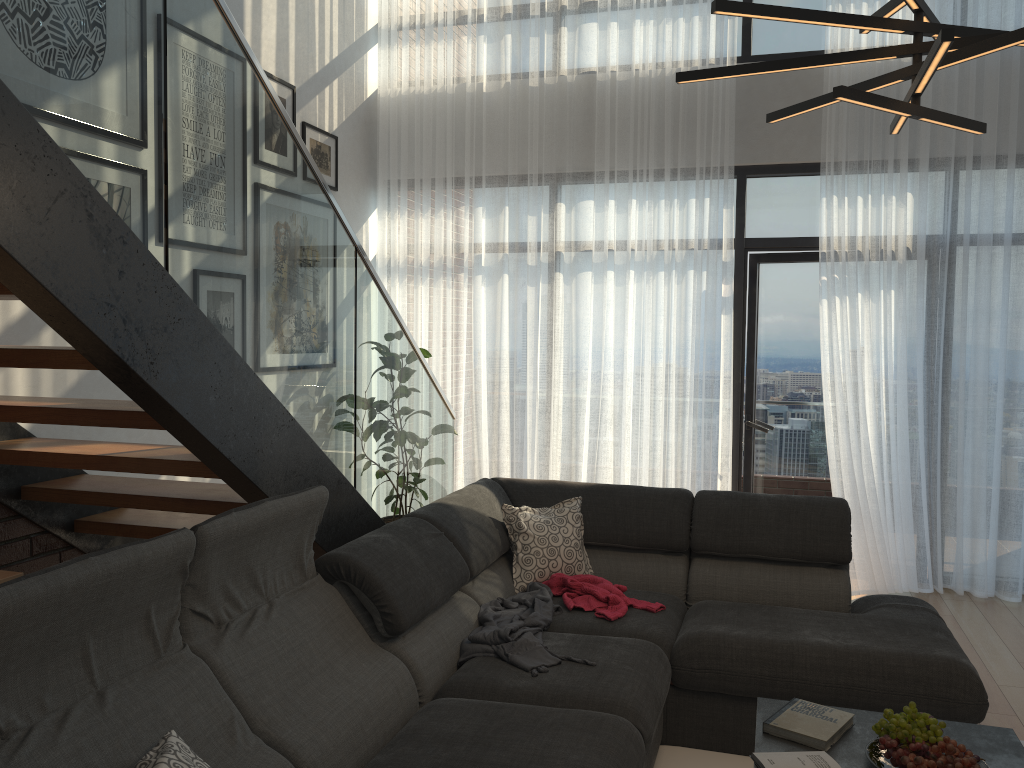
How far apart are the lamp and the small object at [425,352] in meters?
3.3

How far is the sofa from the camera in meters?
1.8

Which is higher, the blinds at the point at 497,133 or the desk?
the blinds at the point at 497,133

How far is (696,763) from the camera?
2.98m

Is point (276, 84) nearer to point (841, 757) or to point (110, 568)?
point (110, 568)

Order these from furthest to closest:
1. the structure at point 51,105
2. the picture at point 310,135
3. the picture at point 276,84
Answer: the picture at point 310,135 < the picture at point 276,84 < the structure at point 51,105

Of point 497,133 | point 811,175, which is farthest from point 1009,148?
point 497,133

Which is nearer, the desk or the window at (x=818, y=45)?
the desk

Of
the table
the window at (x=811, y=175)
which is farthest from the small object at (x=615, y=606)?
the window at (x=811, y=175)

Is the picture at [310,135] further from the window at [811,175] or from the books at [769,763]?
the books at [769,763]
